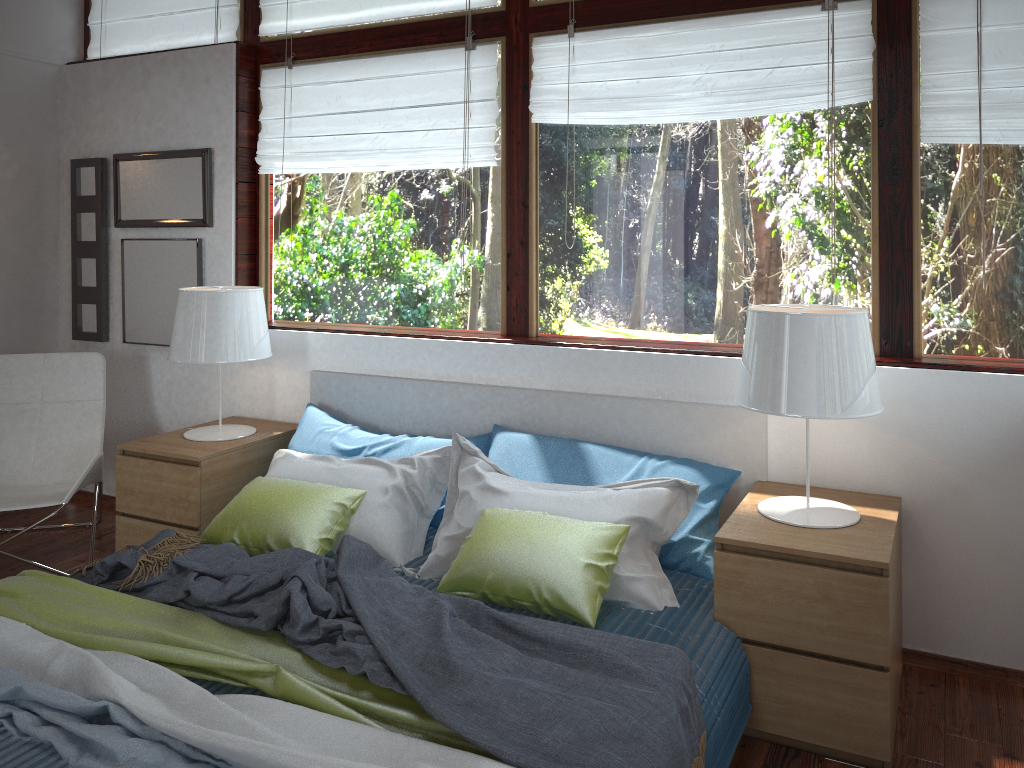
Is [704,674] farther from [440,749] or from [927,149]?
[927,149]

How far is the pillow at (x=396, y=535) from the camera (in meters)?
2.86

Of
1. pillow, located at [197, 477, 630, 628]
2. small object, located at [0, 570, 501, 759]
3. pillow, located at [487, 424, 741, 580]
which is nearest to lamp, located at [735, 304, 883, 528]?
pillow, located at [487, 424, 741, 580]

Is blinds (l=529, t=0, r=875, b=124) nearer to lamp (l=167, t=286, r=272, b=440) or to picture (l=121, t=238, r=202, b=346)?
lamp (l=167, t=286, r=272, b=440)

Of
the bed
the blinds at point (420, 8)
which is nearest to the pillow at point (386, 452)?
the bed

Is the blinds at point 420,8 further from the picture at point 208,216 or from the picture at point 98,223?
the picture at point 98,223

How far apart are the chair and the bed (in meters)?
0.86

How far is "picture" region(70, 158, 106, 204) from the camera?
4.2m

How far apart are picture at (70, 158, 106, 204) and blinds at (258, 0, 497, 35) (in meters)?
1.03

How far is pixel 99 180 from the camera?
4.2m
